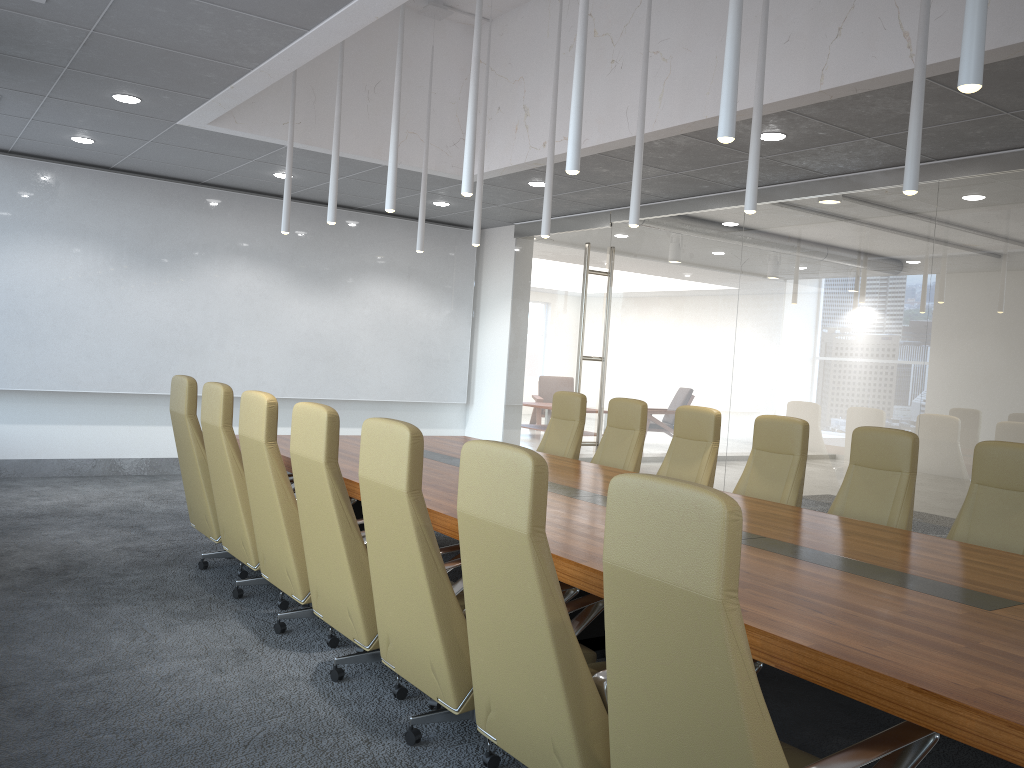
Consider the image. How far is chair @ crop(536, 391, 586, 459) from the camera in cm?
802

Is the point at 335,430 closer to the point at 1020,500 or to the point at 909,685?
the point at 909,685

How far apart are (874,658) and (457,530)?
2.16m

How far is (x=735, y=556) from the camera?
2.14m

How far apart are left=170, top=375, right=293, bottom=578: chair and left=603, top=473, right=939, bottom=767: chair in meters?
4.2 m

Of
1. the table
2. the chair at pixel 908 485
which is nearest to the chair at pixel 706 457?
the table

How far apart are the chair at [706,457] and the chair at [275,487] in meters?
3.0

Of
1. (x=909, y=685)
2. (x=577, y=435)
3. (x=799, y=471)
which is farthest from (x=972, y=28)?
(x=577, y=435)

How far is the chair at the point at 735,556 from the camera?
2.14m

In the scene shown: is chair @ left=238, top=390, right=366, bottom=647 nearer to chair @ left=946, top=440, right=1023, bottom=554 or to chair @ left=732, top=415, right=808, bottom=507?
chair @ left=732, top=415, right=808, bottom=507
